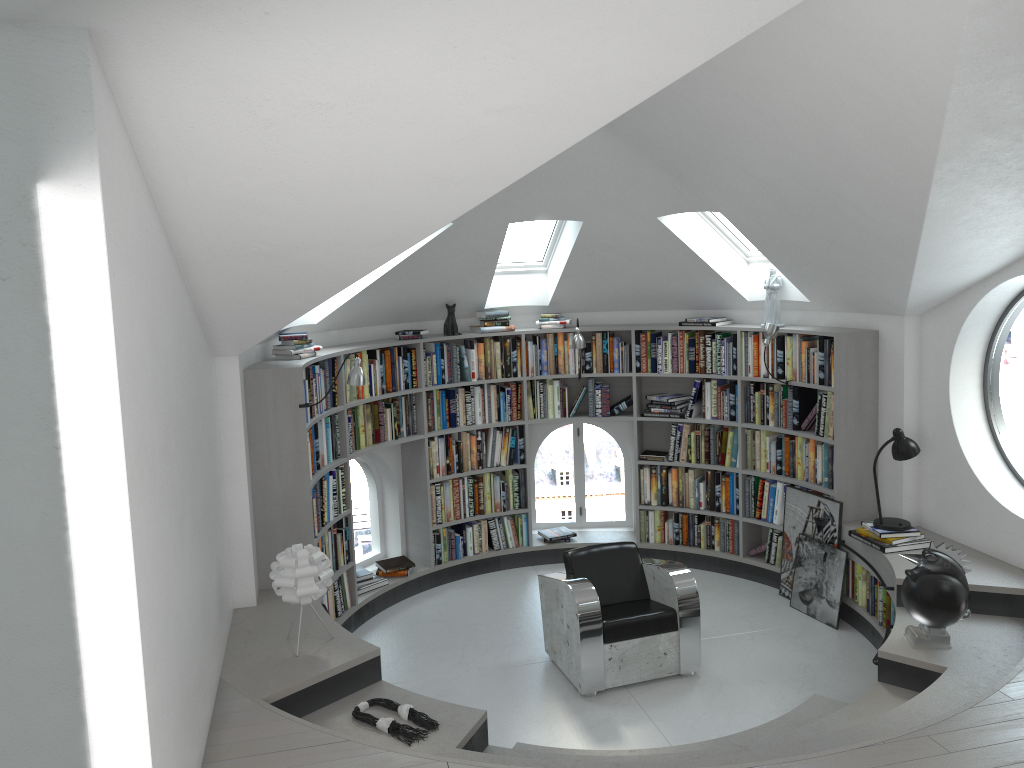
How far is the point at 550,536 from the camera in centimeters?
782cm

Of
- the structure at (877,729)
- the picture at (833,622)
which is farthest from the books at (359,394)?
the picture at (833,622)

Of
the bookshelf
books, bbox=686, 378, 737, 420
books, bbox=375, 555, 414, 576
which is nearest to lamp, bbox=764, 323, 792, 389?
the bookshelf

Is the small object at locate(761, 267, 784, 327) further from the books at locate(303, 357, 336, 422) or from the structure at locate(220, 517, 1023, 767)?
the books at locate(303, 357, 336, 422)

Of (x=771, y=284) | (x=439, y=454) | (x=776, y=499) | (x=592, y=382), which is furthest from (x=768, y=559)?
(x=439, y=454)

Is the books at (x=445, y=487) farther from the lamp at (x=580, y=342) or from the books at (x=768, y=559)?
the lamp at (x=580, y=342)

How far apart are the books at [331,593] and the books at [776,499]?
3.2m

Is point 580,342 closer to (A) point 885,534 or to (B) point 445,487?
(B) point 445,487

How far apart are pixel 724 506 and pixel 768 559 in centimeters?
55cm

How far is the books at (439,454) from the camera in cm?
732
